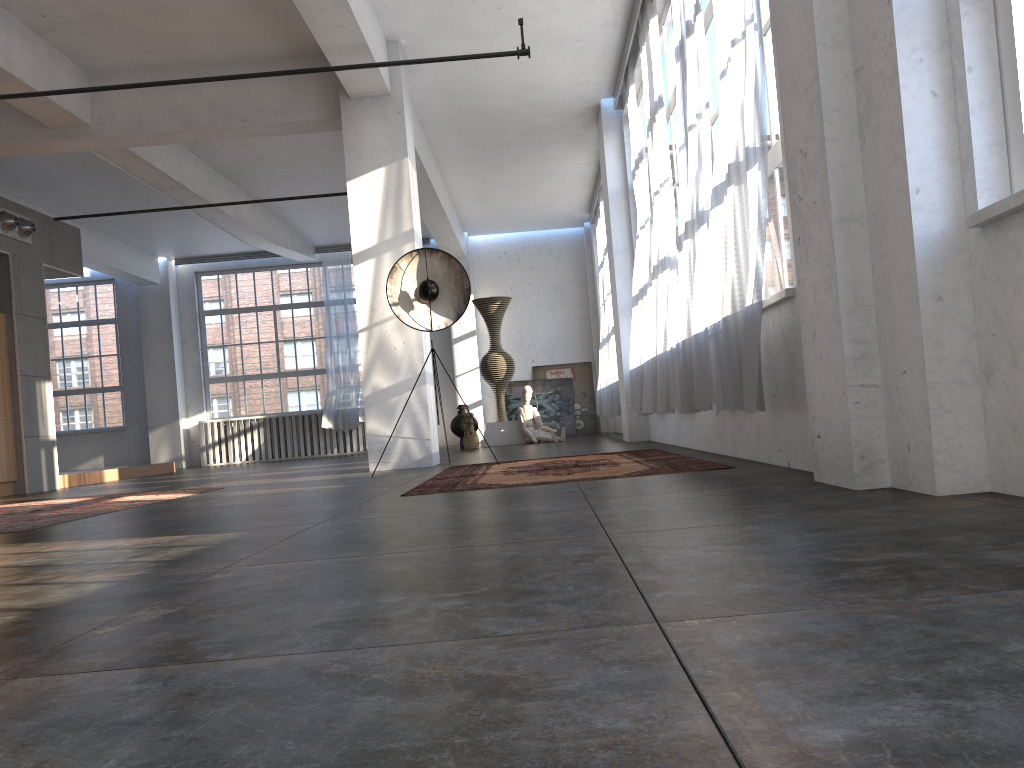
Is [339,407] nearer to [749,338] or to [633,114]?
[633,114]

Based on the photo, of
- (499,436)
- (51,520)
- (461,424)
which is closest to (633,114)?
(499,436)

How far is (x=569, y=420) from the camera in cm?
1678

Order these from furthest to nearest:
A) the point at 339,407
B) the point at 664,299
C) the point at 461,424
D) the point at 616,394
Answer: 1. the point at 339,407
2. the point at 461,424
3. the point at 616,394
4. the point at 664,299

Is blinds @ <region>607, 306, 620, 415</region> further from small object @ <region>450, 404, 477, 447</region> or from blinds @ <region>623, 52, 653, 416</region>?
small object @ <region>450, 404, 477, 447</region>

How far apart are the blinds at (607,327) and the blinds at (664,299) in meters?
5.6

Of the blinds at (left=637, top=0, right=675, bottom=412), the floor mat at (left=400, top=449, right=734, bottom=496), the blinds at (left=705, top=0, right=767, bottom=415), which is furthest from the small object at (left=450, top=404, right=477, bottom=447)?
the blinds at (left=705, top=0, right=767, bottom=415)

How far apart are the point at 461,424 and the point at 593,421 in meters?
3.8 m

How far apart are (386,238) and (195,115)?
2.2m

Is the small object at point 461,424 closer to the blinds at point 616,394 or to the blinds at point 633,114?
the blinds at point 616,394
